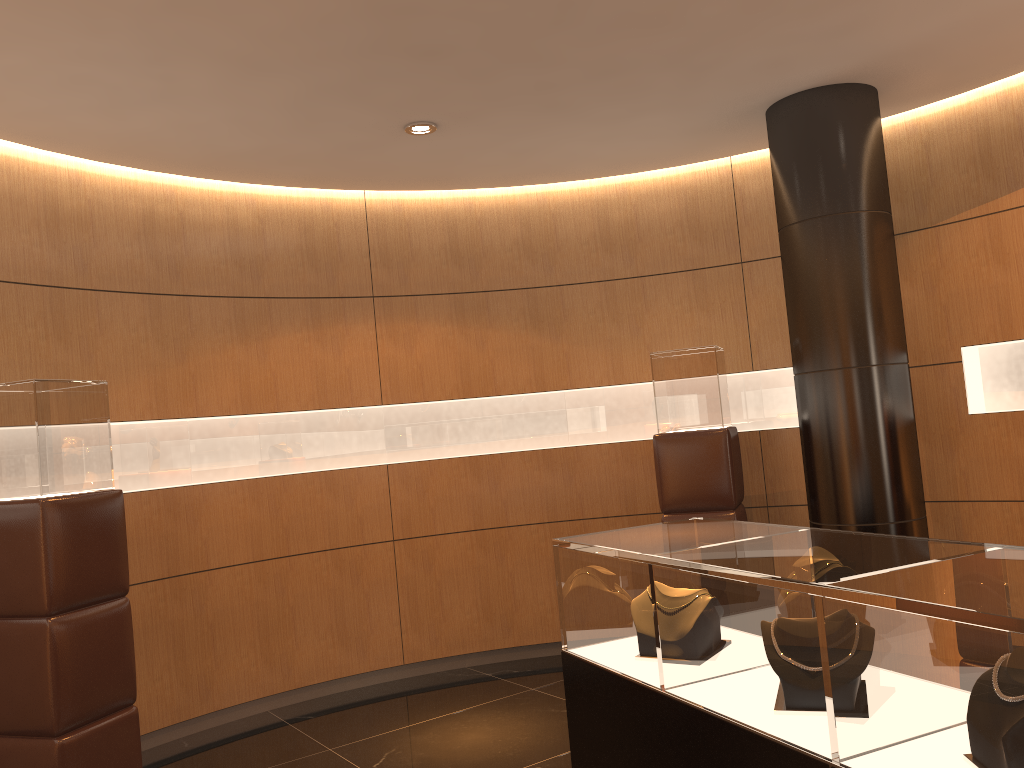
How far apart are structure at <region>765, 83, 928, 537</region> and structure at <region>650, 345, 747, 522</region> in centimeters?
44cm

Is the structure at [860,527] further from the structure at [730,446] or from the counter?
the counter

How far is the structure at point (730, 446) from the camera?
5.3m

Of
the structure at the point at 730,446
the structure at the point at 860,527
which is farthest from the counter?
the structure at the point at 730,446

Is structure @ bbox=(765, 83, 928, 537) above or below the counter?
above

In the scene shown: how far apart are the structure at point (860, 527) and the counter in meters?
2.0

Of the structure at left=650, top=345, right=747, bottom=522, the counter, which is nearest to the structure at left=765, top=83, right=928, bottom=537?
the structure at left=650, top=345, right=747, bottom=522

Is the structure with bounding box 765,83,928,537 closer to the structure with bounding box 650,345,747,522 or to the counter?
the structure with bounding box 650,345,747,522

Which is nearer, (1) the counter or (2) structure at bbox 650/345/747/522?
(1) the counter

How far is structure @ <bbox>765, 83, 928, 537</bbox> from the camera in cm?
472
